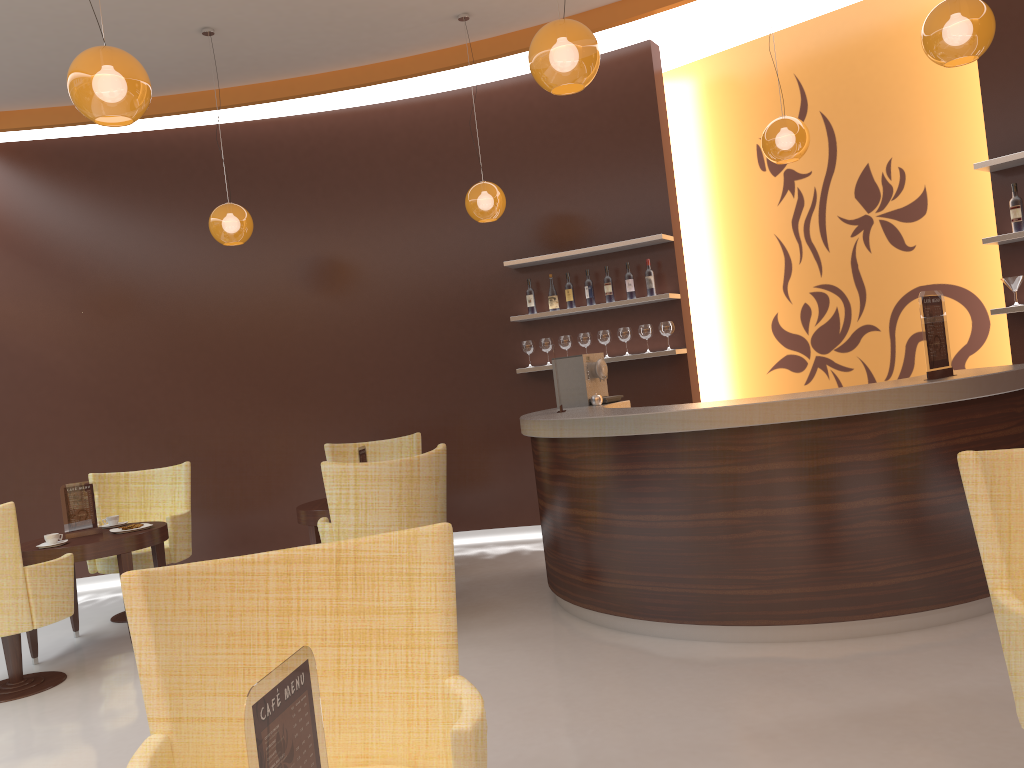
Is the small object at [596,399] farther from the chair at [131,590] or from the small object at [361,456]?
the chair at [131,590]

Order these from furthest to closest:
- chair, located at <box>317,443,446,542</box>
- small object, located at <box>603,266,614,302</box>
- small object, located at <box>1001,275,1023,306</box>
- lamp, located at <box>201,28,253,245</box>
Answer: small object, located at <box>603,266,614,302</box>
lamp, located at <box>201,28,253,245</box>
small object, located at <box>1001,275,1023,306</box>
chair, located at <box>317,443,446,542</box>

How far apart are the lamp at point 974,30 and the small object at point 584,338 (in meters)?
3.43

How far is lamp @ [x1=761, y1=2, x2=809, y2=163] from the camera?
5.5 meters

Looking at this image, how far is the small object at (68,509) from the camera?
5.5m

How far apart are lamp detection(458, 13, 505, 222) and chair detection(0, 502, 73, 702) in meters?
3.4

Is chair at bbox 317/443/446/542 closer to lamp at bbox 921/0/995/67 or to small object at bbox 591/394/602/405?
small object at bbox 591/394/602/405

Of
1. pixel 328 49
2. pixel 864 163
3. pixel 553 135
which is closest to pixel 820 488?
pixel 864 163

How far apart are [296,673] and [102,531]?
5.0 meters

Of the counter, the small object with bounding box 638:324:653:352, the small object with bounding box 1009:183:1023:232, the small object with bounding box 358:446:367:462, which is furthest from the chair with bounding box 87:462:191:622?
the small object with bounding box 1009:183:1023:232
